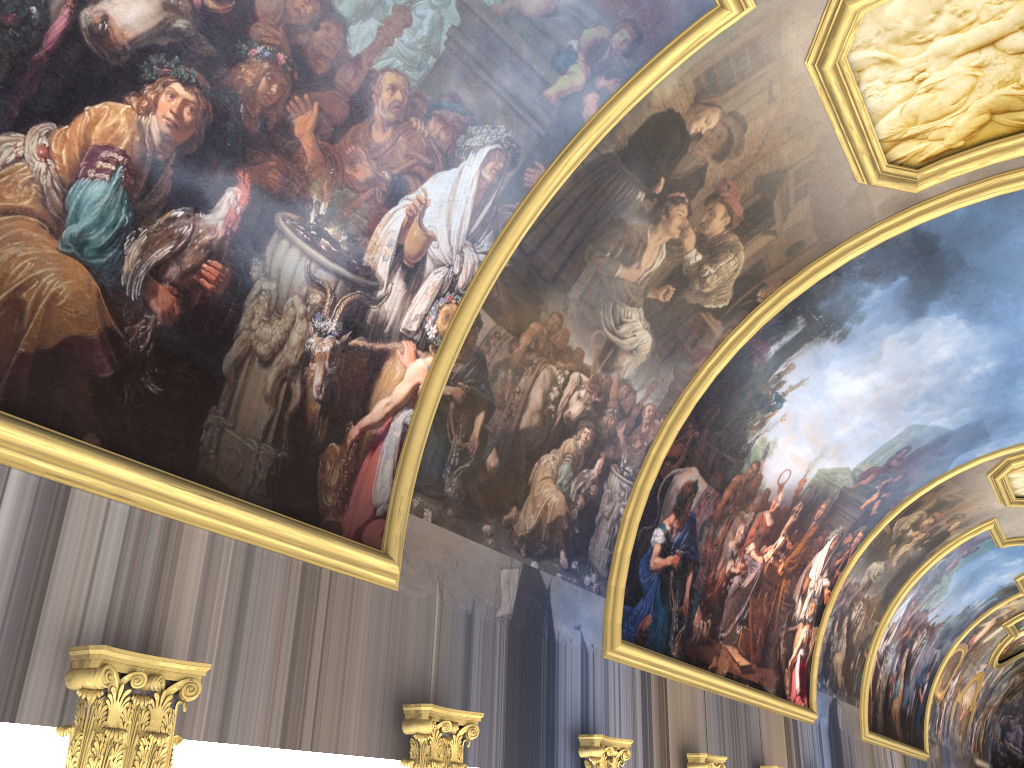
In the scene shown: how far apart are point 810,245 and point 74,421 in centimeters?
961cm

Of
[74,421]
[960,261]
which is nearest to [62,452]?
[74,421]
